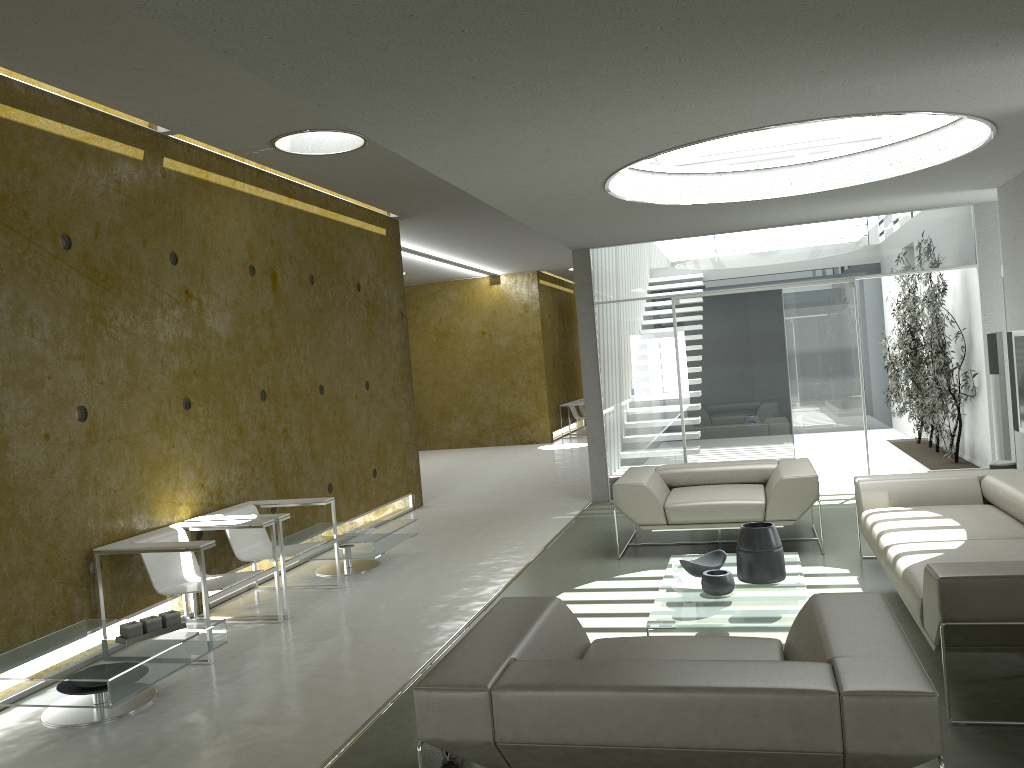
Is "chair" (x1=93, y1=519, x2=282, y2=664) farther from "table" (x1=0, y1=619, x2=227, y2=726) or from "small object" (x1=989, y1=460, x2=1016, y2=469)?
"small object" (x1=989, y1=460, x2=1016, y2=469)

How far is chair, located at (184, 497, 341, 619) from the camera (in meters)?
6.00

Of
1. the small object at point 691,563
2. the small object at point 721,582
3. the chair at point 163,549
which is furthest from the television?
the chair at point 163,549

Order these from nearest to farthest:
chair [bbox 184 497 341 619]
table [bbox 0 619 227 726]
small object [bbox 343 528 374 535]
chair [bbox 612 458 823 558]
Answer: table [bbox 0 619 227 726]
chair [bbox 184 497 341 619]
chair [bbox 612 458 823 558]
small object [bbox 343 528 374 535]

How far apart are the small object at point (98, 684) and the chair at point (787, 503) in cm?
373

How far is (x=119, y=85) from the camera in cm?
506

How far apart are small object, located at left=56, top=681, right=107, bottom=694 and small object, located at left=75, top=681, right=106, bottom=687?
0.03m

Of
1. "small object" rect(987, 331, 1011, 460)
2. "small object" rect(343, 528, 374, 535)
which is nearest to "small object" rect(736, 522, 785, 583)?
"small object" rect(343, 528, 374, 535)

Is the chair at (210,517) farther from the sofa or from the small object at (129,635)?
the sofa

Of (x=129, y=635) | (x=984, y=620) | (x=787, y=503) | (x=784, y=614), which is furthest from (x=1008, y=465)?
(x=129, y=635)
